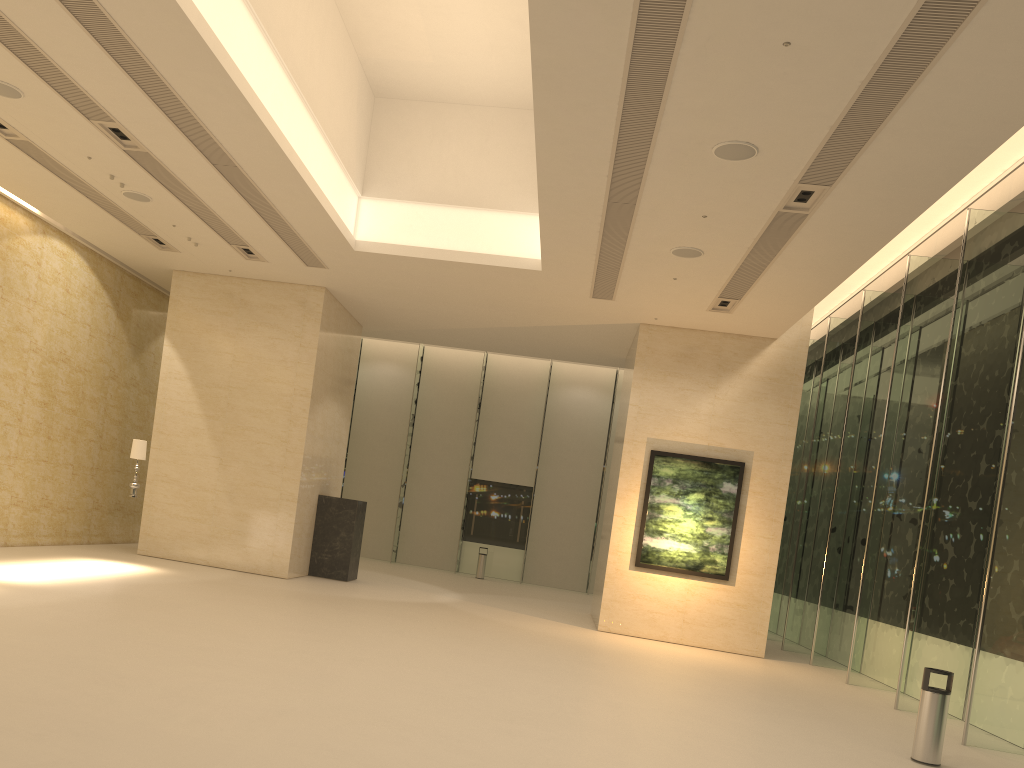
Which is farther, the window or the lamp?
the lamp

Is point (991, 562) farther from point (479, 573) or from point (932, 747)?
point (479, 573)

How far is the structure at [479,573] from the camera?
25.8 meters

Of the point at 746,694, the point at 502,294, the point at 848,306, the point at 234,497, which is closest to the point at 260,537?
the point at 234,497

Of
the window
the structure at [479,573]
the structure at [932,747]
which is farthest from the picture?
the structure at [479,573]

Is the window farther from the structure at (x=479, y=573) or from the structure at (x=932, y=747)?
the structure at (x=932, y=747)

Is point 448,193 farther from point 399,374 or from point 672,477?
point 399,374

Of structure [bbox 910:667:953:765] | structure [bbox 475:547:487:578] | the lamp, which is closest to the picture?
structure [bbox 910:667:953:765]

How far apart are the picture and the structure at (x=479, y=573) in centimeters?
1012cm

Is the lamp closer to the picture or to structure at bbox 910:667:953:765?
the picture
